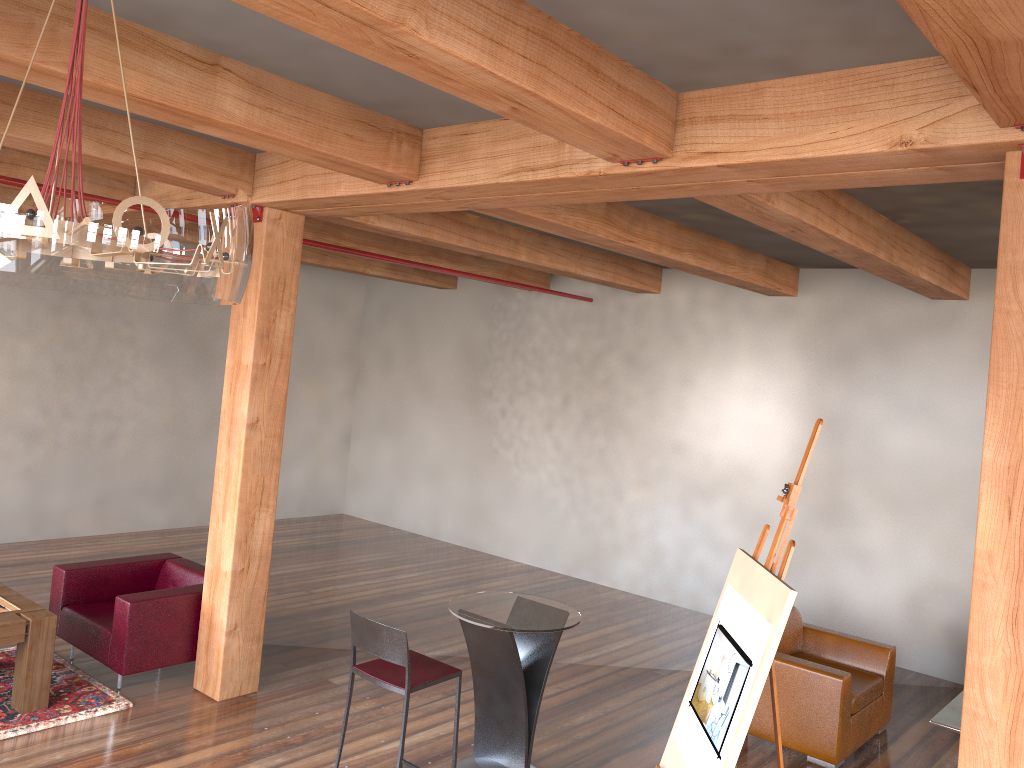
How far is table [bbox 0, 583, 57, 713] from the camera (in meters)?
5.02

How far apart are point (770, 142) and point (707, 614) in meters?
6.4 m

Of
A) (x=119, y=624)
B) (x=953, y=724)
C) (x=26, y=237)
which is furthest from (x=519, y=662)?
(x=26, y=237)

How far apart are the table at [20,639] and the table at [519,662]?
2.4 meters

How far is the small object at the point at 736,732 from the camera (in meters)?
3.06

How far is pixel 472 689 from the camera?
6.2m

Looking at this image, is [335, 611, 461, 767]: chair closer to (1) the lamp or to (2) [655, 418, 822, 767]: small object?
(2) [655, 418, 822, 767]: small object

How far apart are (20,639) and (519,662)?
2.86m

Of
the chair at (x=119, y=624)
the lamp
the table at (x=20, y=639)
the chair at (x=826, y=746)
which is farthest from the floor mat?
the chair at (x=826, y=746)

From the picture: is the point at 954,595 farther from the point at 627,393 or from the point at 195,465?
the point at 195,465
